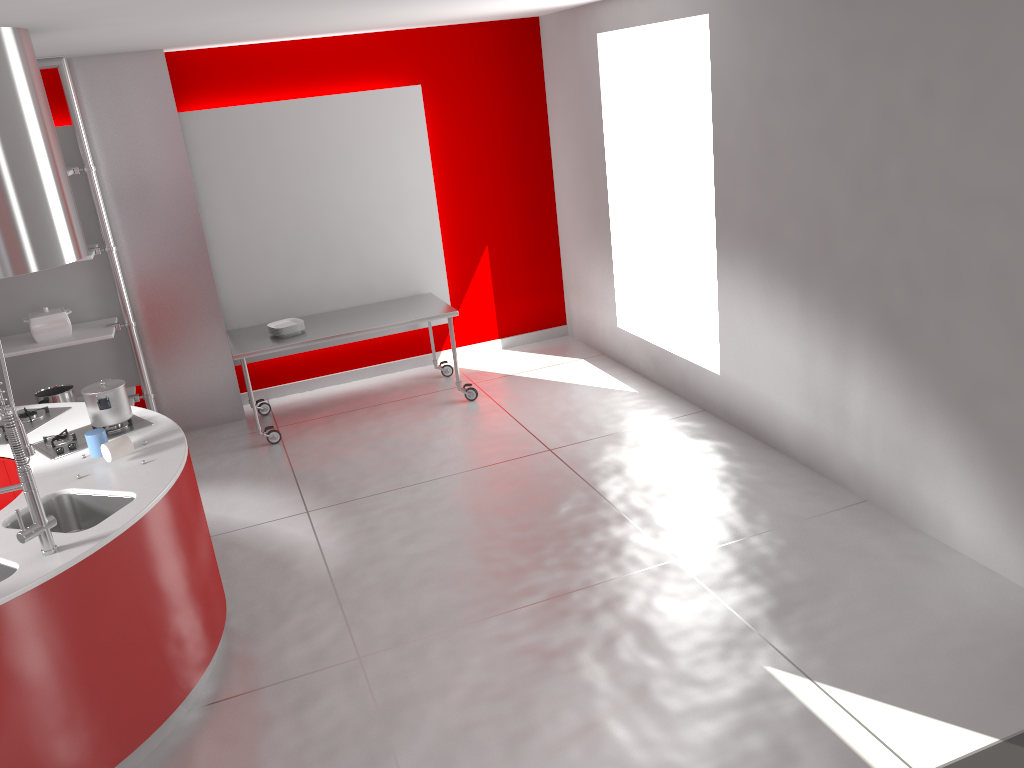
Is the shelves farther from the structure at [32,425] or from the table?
the structure at [32,425]

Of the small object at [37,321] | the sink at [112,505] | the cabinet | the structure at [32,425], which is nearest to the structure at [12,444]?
the sink at [112,505]

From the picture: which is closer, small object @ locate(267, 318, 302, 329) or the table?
the table

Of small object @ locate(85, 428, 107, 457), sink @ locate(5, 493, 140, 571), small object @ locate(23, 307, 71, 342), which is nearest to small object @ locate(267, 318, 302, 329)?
small object @ locate(23, 307, 71, 342)

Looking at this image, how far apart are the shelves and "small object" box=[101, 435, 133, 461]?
2.3 meters

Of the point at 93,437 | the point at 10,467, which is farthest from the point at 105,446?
the point at 10,467

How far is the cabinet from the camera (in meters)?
3.93

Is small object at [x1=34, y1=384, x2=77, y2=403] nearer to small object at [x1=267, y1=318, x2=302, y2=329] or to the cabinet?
small object at [x1=267, y1=318, x2=302, y2=329]

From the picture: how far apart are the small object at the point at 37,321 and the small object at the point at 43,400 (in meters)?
0.37

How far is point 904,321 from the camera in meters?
4.0 m
